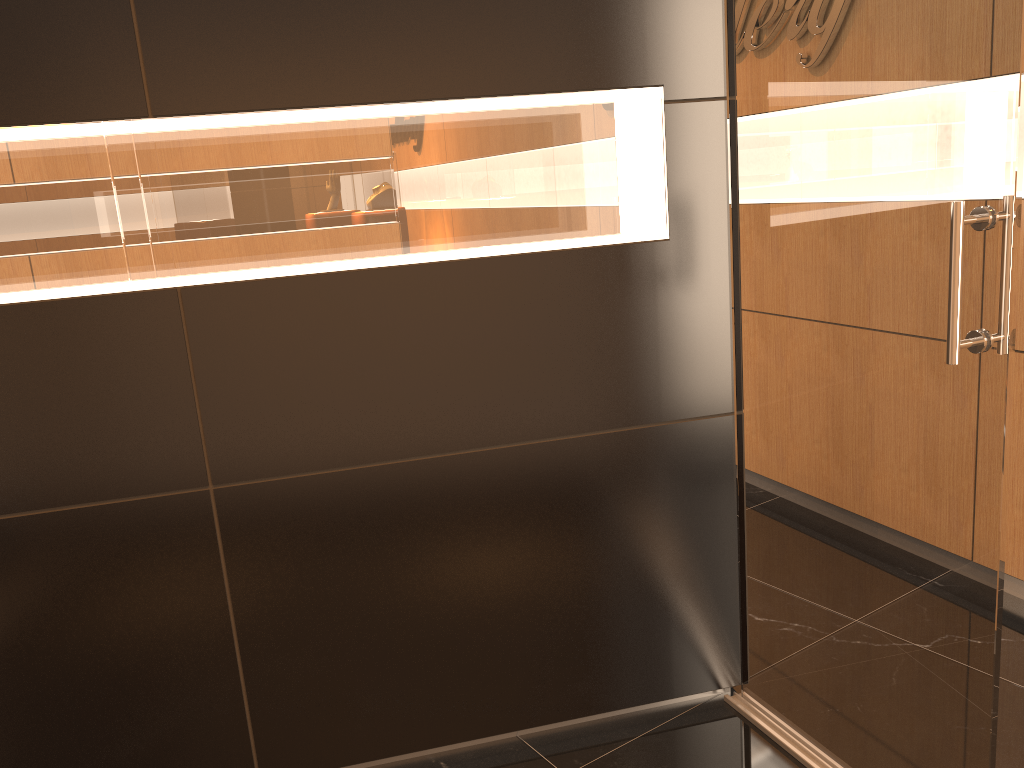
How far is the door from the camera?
1.8m

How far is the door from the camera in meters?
1.8 m

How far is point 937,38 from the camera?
1.8m

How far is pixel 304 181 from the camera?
2.2 meters
